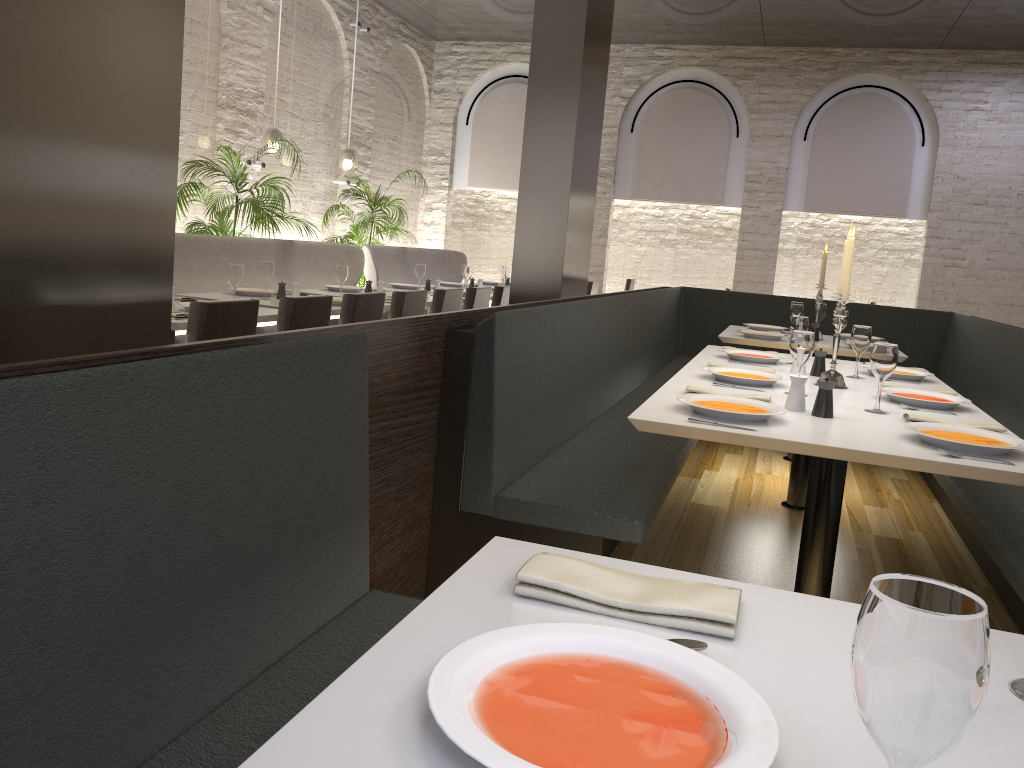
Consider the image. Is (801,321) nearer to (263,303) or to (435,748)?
(263,303)

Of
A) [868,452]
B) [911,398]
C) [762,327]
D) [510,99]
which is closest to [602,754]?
[868,452]

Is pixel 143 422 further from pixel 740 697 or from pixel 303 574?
pixel 740 697

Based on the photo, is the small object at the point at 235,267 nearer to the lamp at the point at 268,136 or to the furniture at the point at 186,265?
the furniture at the point at 186,265

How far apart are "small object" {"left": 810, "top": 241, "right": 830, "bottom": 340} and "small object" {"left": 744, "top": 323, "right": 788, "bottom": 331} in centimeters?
46cm

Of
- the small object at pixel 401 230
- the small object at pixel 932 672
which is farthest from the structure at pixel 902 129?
the small object at pixel 932 672

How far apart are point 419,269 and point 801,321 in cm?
392

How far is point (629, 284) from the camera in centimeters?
1203cm

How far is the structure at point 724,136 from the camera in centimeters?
1089cm

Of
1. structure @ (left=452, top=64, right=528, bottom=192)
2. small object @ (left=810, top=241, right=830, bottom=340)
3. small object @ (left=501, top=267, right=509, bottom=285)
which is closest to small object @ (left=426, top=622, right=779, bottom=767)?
small object @ (left=810, top=241, right=830, bottom=340)
